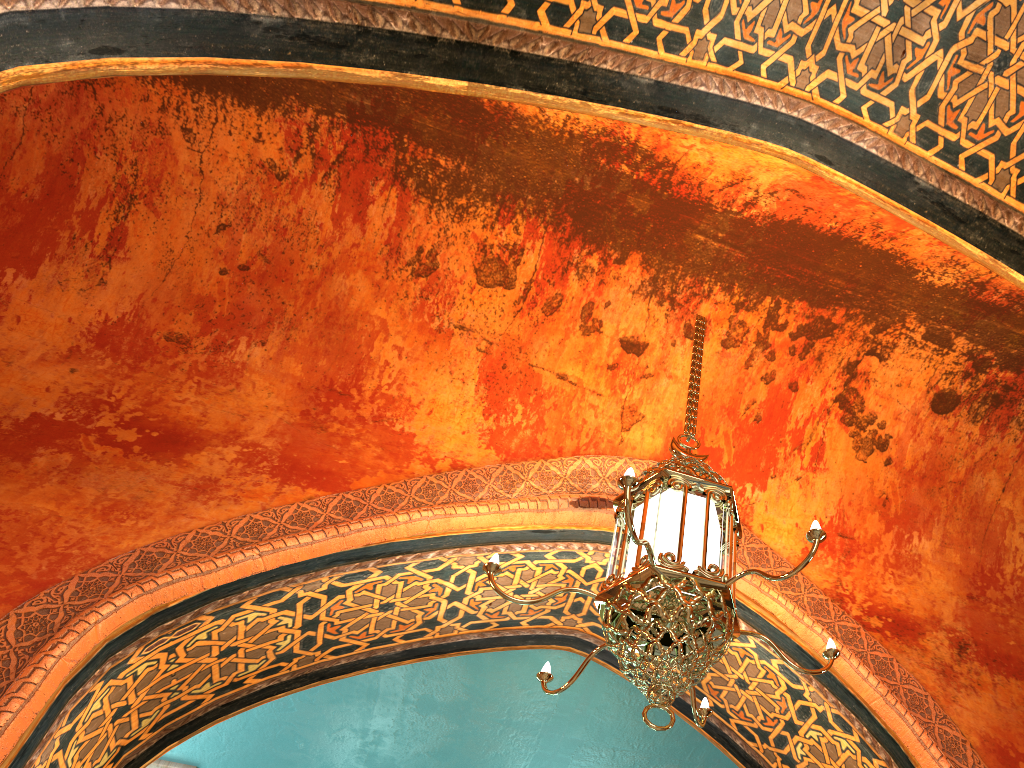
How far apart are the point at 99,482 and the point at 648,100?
2.9 meters

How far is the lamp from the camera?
2.60m

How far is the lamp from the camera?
2.6 meters

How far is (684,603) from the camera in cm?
260
